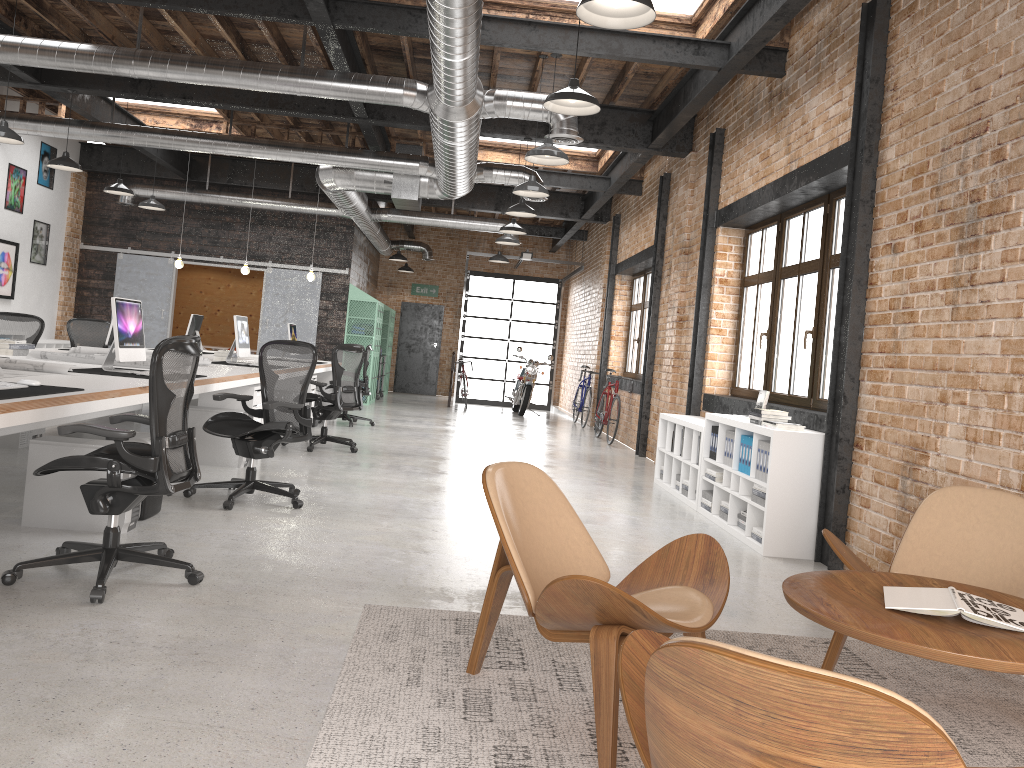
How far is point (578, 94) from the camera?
5.3 meters

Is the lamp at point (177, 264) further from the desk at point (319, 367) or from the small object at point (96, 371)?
the small object at point (96, 371)

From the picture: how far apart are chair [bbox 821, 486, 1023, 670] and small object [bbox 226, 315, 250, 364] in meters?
6.6

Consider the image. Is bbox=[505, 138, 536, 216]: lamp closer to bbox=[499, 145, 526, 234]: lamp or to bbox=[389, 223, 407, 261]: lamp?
bbox=[499, 145, 526, 234]: lamp

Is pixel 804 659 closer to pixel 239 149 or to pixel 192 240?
pixel 239 149

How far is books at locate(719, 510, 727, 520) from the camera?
6.60m

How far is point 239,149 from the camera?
10.3m

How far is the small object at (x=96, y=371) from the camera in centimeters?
565cm

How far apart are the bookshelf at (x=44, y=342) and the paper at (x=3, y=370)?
9.2m

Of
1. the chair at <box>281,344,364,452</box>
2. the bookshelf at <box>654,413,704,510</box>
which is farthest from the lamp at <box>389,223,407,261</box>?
the bookshelf at <box>654,413,704,510</box>
